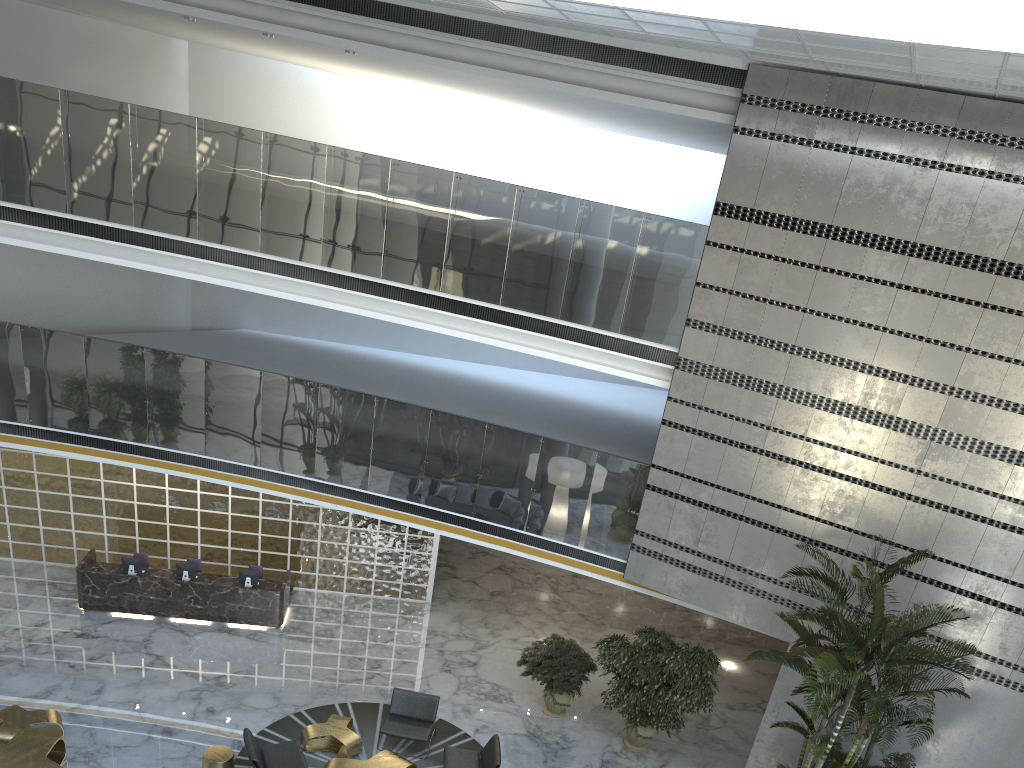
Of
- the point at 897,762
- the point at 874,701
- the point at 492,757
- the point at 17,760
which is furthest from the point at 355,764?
the point at 897,762

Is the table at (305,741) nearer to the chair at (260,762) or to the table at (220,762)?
the chair at (260,762)

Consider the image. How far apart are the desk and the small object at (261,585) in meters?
0.1

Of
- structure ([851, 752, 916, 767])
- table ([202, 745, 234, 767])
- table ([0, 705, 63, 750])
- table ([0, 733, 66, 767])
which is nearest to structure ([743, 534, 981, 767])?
structure ([851, 752, 916, 767])

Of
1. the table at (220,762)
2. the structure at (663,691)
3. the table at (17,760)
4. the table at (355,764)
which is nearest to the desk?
the table at (17,760)

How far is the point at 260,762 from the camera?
9.4m

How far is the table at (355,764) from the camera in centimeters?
976cm

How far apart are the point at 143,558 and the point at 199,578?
1.1 meters

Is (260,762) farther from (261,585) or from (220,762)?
(261,585)

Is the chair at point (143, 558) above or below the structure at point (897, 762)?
below
